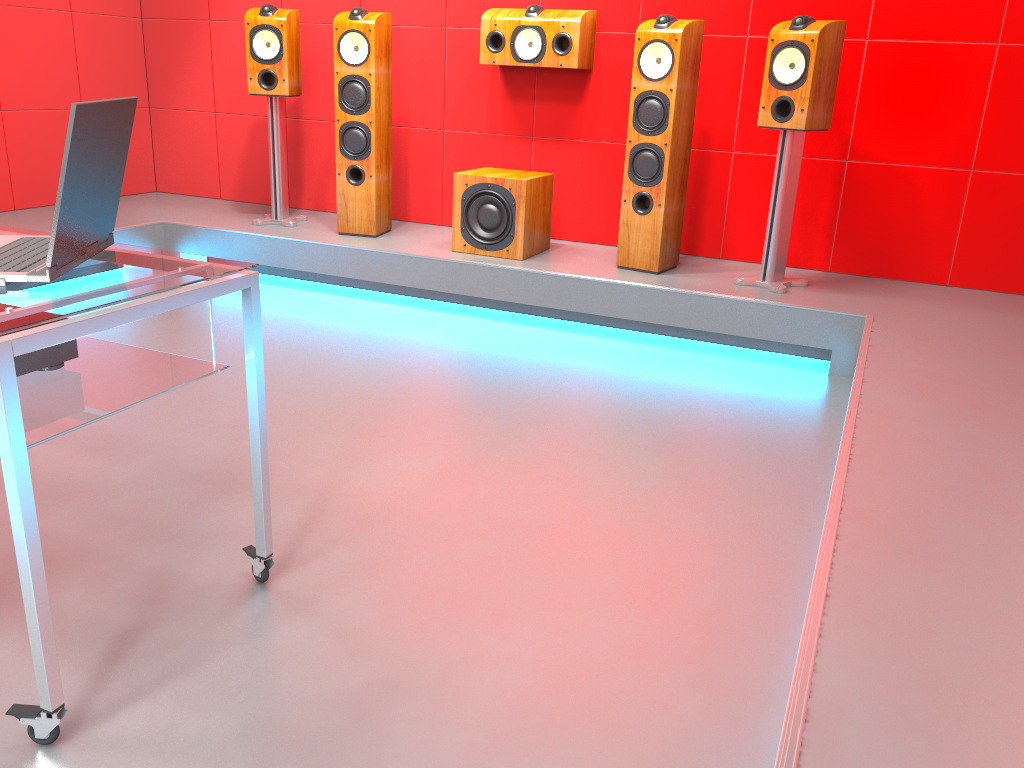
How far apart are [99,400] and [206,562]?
0.56m

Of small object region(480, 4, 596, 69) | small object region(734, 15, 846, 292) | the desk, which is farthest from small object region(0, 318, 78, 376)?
small object region(480, 4, 596, 69)

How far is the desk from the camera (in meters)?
1.26

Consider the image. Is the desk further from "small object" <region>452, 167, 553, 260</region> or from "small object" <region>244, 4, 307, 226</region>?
"small object" <region>244, 4, 307, 226</region>

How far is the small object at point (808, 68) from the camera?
3.4 meters

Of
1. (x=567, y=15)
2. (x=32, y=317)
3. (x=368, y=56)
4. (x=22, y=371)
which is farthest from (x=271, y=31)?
(x=32, y=317)

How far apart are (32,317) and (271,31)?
3.43m

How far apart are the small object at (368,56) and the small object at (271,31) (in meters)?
0.30

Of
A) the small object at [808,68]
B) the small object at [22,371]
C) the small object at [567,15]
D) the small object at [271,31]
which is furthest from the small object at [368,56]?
the small object at [22,371]

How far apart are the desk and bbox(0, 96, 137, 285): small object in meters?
0.0 m
